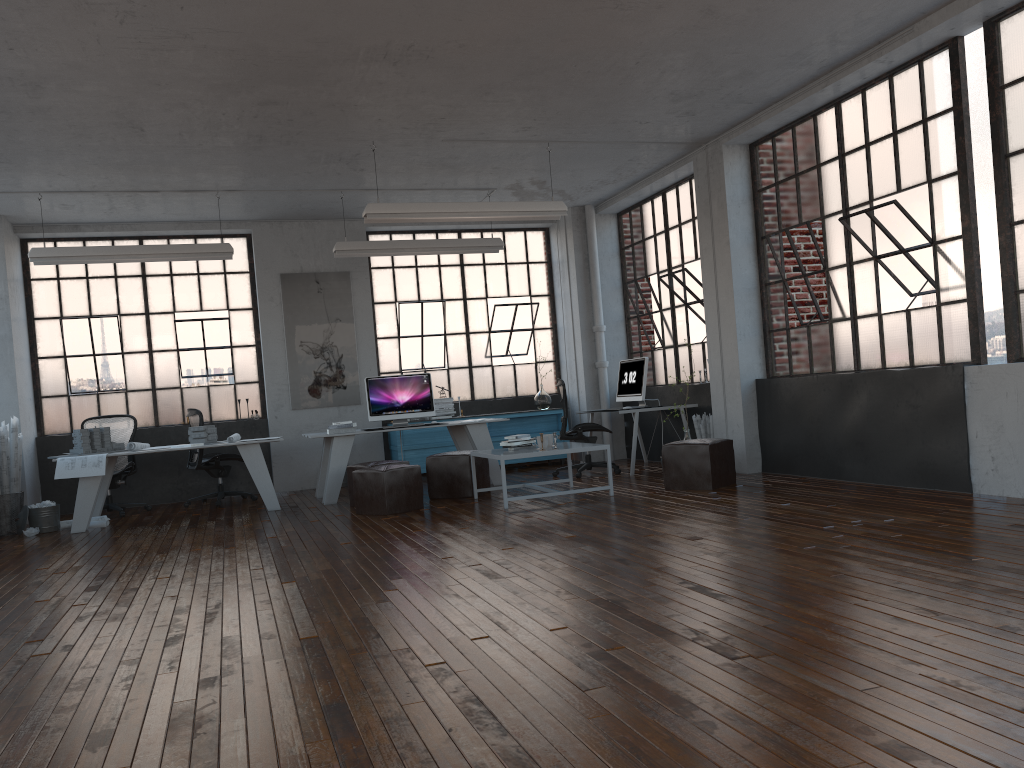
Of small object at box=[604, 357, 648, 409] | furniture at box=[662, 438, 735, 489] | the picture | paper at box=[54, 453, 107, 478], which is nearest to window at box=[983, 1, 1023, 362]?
furniture at box=[662, 438, 735, 489]

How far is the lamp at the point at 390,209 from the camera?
7.73m

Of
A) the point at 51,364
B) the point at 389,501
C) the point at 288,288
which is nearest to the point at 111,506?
the point at 51,364

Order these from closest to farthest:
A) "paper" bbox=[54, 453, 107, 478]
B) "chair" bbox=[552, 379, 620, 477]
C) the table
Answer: the table < "paper" bbox=[54, 453, 107, 478] < "chair" bbox=[552, 379, 620, 477]

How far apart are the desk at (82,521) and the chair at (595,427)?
3.05m

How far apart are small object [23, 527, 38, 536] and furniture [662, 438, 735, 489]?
5.79m

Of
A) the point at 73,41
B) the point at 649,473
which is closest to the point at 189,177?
the point at 73,41

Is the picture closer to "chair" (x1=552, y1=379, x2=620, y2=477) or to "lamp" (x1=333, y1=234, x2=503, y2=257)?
"lamp" (x1=333, y1=234, x2=503, y2=257)

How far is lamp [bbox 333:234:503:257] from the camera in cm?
942

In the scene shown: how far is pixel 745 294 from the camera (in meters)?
8.57
